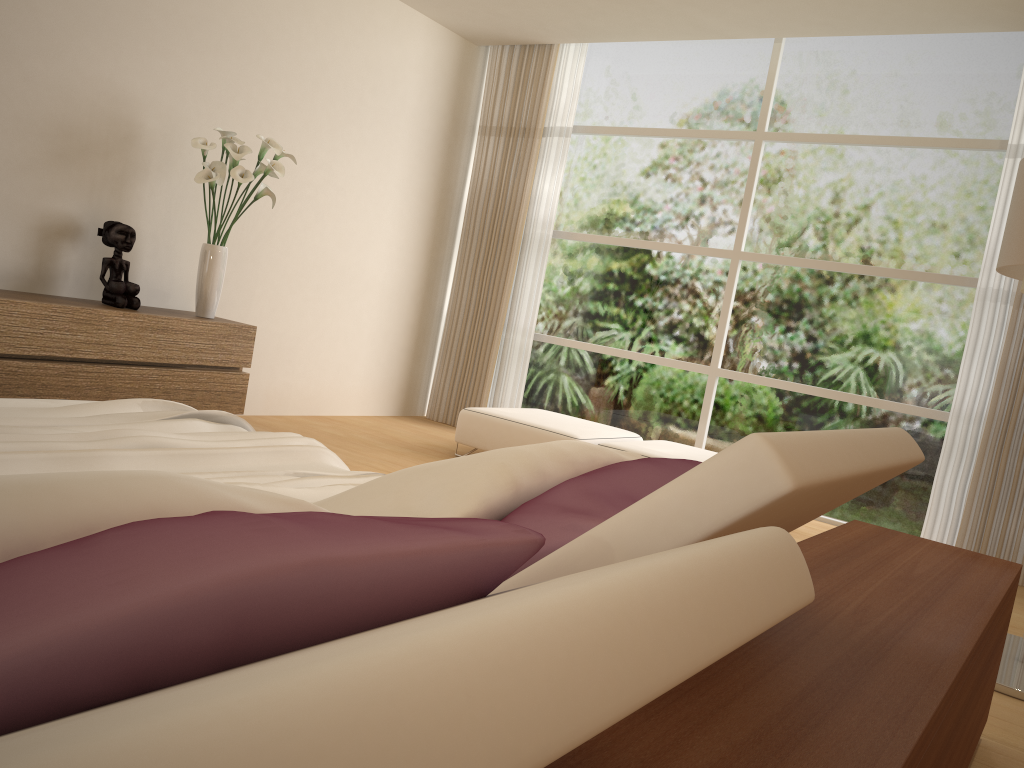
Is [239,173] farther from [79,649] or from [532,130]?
[79,649]

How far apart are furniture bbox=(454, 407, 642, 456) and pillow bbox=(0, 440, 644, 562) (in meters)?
3.55

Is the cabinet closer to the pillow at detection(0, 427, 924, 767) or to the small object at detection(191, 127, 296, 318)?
the small object at detection(191, 127, 296, 318)

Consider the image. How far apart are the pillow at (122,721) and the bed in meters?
0.9 m

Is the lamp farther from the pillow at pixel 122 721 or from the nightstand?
the pillow at pixel 122 721

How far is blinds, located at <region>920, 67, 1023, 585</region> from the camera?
5.0 meters

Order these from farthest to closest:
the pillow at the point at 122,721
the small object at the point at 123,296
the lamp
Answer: the small object at the point at 123,296 < the lamp < the pillow at the point at 122,721

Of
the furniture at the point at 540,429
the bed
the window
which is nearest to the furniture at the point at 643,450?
the furniture at the point at 540,429

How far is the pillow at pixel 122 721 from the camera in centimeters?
33cm

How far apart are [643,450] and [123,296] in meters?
3.0
